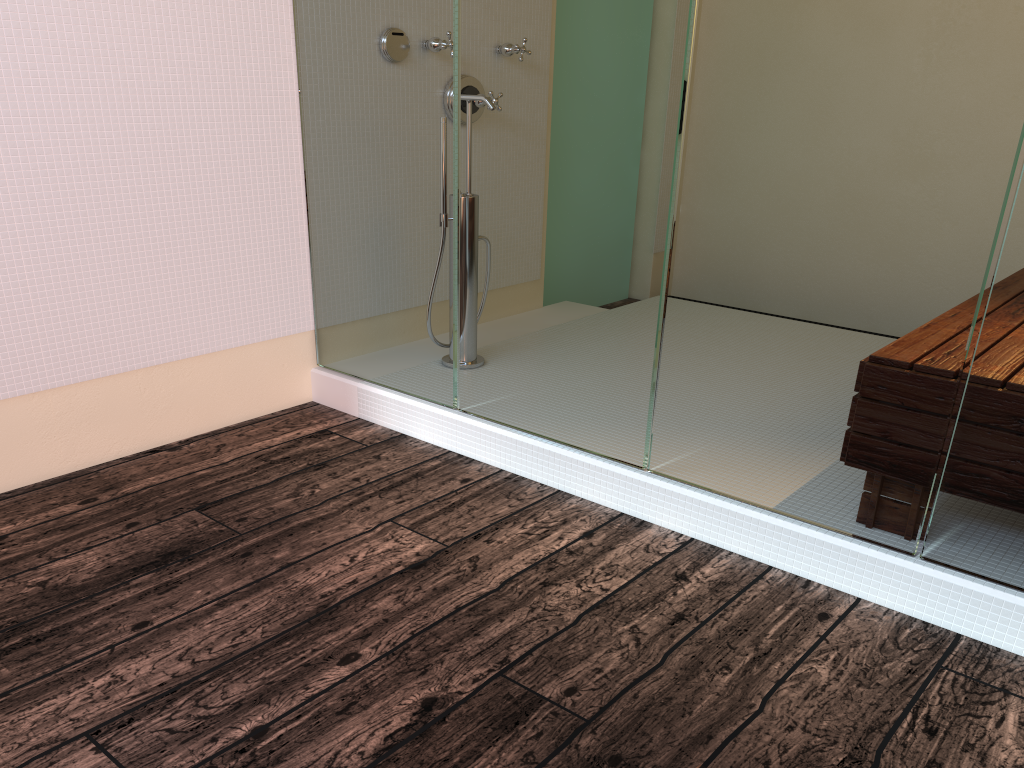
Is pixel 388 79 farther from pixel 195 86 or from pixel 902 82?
pixel 902 82

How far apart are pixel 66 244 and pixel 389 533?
1.16m

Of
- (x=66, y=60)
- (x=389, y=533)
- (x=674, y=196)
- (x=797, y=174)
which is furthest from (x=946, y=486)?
(x=66, y=60)
